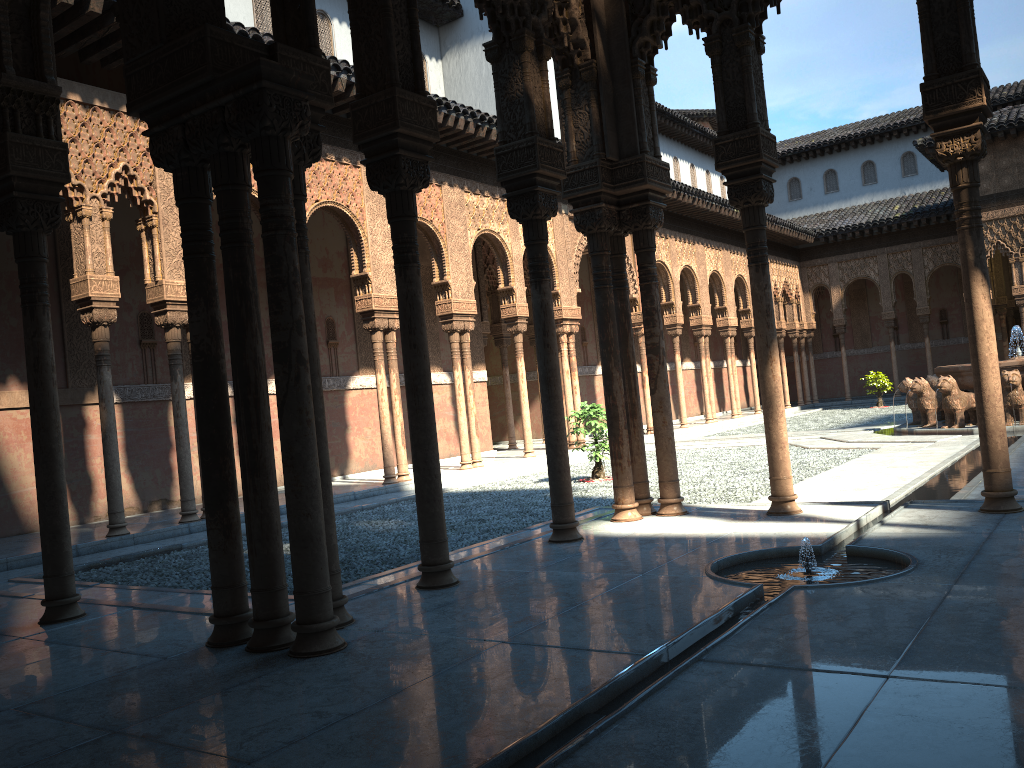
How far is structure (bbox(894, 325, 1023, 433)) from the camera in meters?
15.7 m

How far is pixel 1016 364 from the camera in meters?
15.7 m

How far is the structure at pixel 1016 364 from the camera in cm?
1573

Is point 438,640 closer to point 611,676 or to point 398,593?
point 611,676
